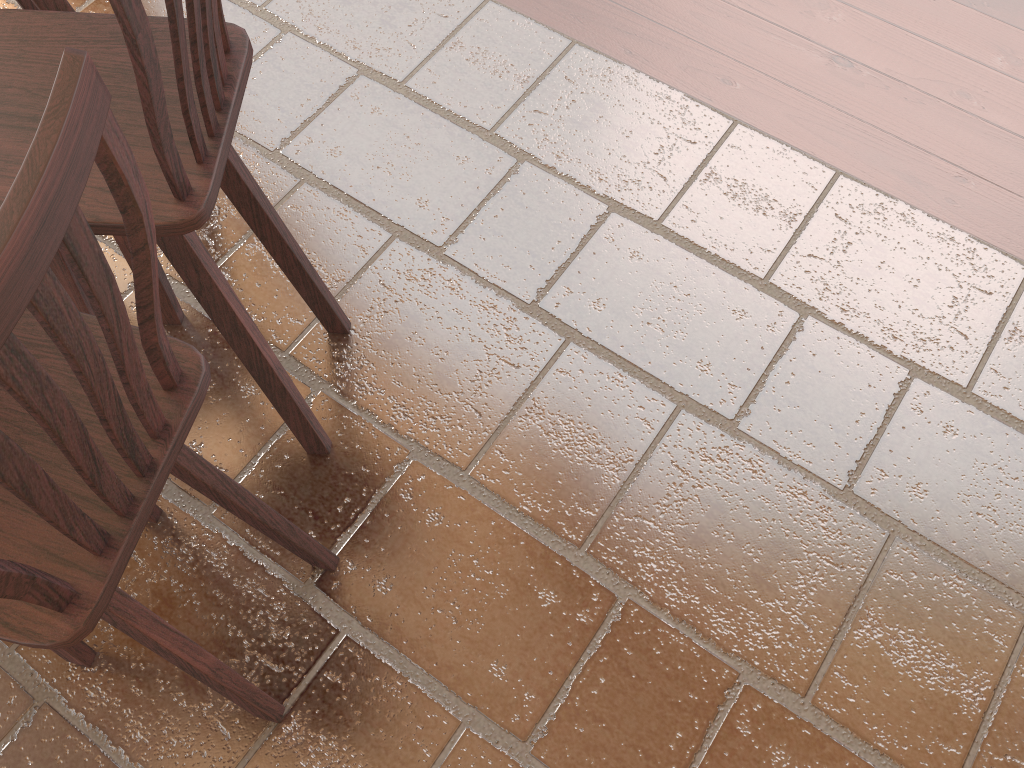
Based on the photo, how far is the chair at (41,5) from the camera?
1.7m

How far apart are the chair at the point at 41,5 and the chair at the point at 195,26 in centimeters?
39cm

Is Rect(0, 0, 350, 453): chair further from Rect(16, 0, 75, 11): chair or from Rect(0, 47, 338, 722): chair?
→ Rect(16, 0, 75, 11): chair

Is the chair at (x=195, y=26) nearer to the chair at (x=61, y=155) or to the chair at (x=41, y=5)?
the chair at (x=61, y=155)

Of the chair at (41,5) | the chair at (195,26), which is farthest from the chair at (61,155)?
the chair at (41,5)

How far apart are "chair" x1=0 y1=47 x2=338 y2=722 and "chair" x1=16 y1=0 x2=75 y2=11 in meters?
0.9 m

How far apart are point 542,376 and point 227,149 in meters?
1.0

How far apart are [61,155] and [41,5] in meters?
1.3 m

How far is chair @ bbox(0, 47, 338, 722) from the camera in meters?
0.6

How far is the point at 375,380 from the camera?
2.0 meters
